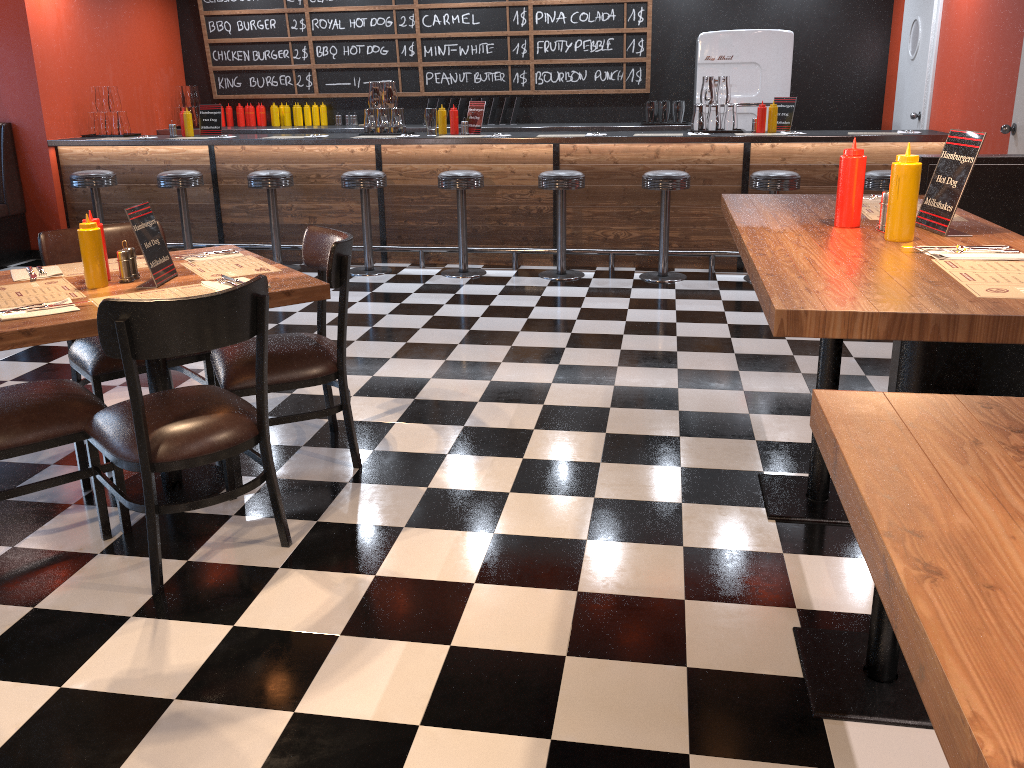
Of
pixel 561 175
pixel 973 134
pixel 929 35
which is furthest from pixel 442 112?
pixel 973 134

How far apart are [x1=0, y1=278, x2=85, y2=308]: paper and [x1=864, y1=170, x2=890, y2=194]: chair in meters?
5.0 m

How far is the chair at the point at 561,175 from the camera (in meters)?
6.24

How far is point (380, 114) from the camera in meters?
7.1

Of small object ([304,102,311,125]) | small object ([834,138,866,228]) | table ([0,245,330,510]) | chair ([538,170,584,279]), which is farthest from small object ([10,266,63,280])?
small object ([304,102,311,125])

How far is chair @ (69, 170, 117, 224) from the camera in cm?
686

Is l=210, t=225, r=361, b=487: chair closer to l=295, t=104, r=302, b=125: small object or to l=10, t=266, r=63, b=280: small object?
l=10, t=266, r=63, b=280: small object

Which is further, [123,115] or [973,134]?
[123,115]

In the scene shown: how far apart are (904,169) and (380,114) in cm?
564

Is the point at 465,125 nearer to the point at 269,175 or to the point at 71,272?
the point at 269,175
